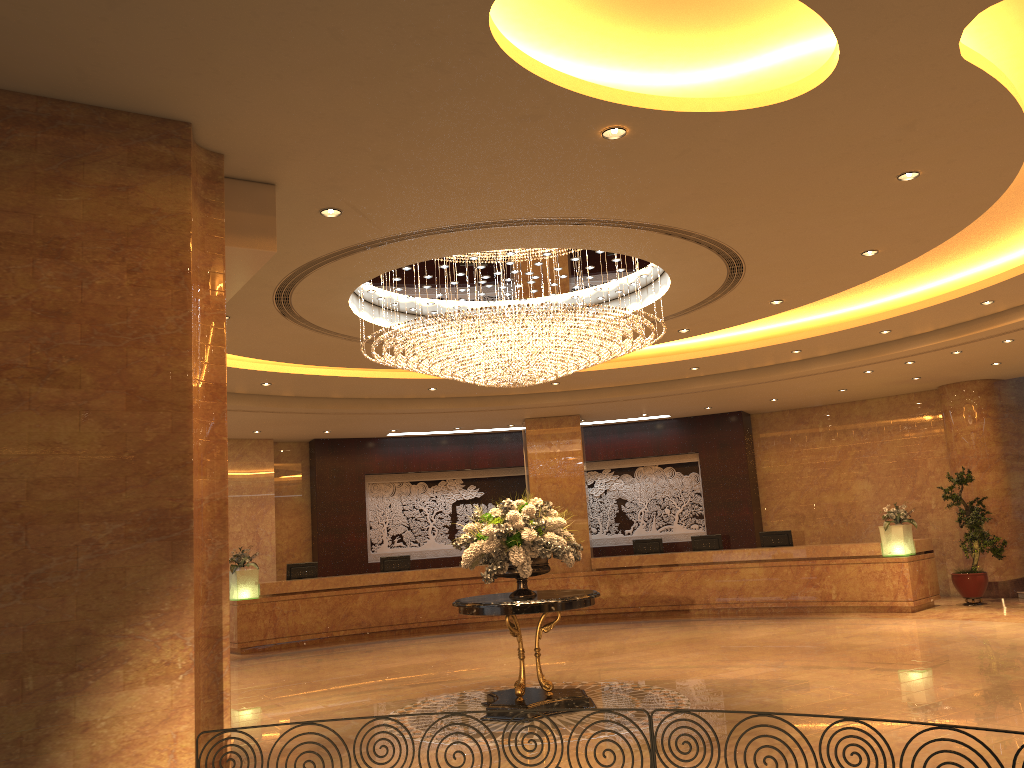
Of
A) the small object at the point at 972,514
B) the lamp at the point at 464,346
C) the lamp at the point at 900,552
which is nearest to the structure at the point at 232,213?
the lamp at the point at 464,346

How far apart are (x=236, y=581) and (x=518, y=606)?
8.63m

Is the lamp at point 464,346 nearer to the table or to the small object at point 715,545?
the table

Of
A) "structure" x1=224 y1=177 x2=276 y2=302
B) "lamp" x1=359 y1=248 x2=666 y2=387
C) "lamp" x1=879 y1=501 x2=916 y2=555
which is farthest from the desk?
"structure" x1=224 y1=177 x2=276 y2=302

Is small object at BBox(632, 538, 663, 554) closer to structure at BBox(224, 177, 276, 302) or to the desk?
the desk

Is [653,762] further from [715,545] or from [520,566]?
[715,545]

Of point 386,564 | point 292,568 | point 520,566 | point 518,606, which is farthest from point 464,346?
point 386,564

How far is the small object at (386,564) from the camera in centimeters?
1723cm

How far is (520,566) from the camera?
8.5m

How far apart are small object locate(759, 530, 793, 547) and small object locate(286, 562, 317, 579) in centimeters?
848cm
